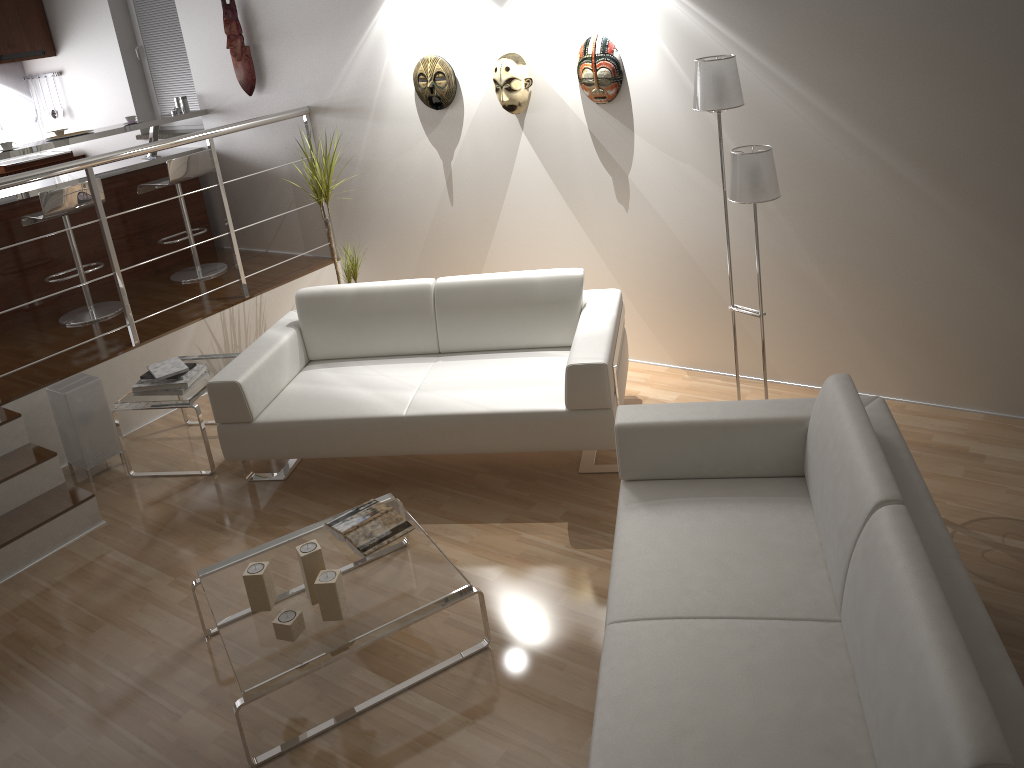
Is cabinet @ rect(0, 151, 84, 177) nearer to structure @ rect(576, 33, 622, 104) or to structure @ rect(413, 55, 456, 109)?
structure @ rect(413, 55, 456, 109)

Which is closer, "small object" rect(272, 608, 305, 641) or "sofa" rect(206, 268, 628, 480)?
"small object" rect(272, 608, 305, 641)

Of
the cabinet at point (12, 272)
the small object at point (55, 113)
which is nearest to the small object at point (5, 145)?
the cabinet at point (12, 272)

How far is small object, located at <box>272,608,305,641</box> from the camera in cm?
275

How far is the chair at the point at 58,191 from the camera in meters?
5.0 m

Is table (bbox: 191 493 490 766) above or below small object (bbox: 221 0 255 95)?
below

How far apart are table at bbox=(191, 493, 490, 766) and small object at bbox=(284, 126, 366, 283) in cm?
209

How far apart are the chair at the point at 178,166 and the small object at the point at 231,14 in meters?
0.5 m

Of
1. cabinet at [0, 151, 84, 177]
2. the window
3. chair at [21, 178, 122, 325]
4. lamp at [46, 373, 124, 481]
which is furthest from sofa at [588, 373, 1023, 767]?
cabinet at [0, 151, 84, 177]

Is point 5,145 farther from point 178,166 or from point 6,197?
point 178,166
